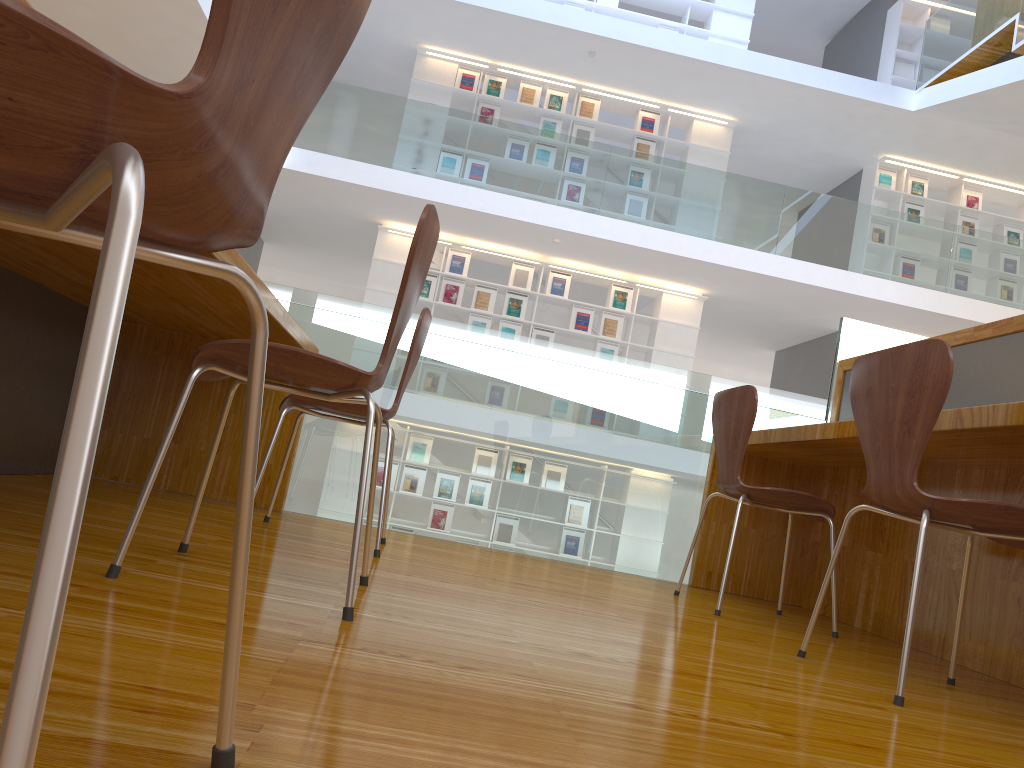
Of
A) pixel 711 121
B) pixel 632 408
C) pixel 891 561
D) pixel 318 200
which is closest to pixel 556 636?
pixel 891 561

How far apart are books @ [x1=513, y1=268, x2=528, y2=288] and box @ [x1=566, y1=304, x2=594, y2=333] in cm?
61

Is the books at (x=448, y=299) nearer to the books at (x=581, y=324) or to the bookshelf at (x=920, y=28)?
the books at (x=581, y=324)

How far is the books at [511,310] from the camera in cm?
962

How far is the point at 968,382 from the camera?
2.8m

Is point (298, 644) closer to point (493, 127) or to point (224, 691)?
point (224, 691)

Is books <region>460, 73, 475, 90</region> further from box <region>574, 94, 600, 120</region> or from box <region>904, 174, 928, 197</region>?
box <region>904, 174, 928, 197</region>

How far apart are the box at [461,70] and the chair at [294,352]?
8.8 meters

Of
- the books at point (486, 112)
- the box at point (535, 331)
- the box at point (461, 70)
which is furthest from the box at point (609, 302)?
the box at point (461, 70)

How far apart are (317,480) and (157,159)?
3.0m
